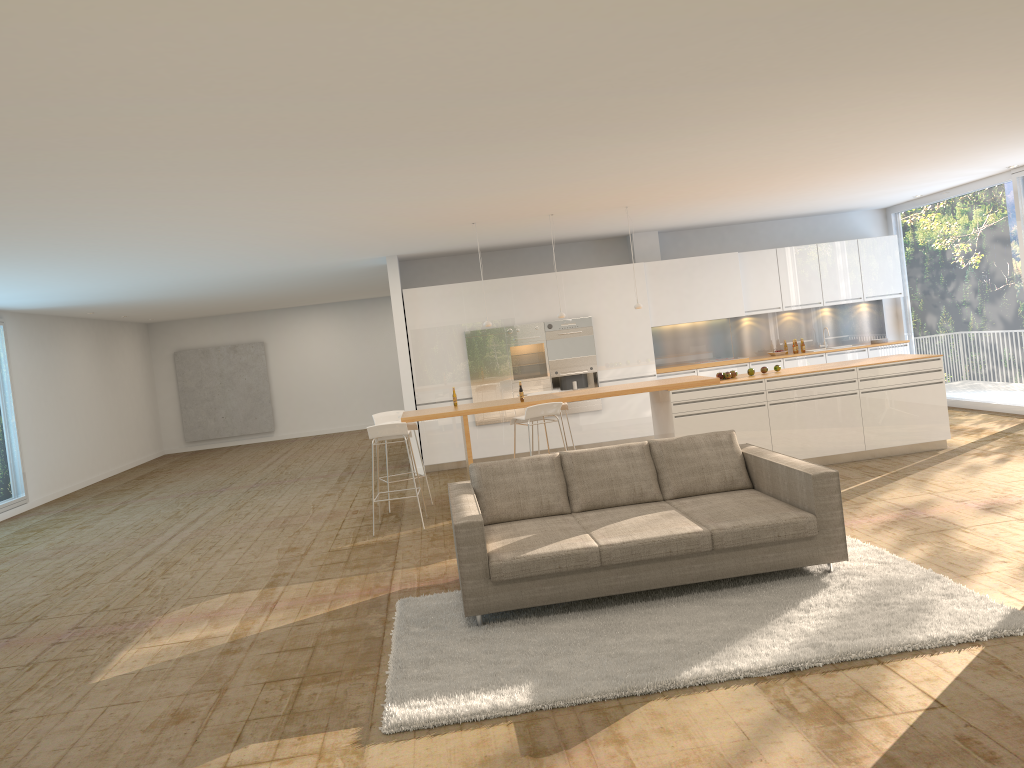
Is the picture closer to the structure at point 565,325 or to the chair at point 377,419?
the structure at point 565,325

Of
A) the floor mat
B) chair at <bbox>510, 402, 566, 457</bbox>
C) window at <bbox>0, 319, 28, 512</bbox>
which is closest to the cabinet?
chair at <bbox>510, 402, 566, 457</bbox>

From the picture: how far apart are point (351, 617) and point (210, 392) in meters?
15.5

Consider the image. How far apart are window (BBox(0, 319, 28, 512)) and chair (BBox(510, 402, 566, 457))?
8.20m

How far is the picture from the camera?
20.2 meters

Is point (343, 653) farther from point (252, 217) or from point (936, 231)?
point (936, 231)

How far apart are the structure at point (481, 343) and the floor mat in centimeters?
629cm

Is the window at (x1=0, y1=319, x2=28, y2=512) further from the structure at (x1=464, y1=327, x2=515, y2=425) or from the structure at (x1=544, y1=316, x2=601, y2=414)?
the structure at (x1=544, y1=316, x2=601, y2=414)

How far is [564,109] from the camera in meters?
5.2

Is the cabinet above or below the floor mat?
above
